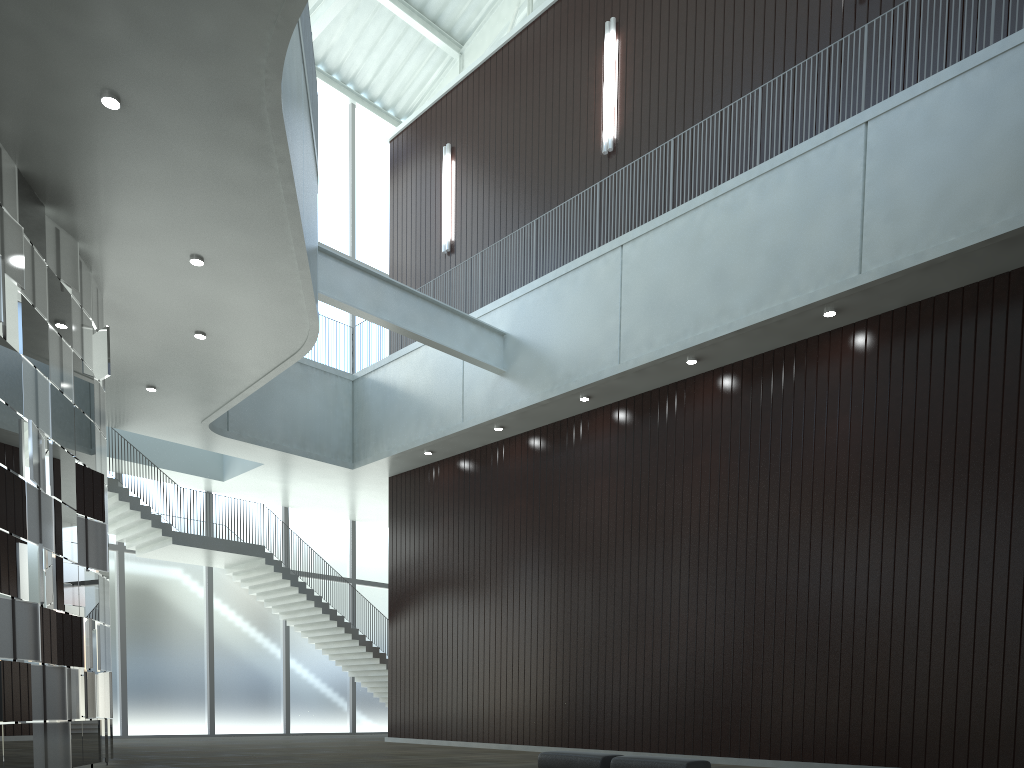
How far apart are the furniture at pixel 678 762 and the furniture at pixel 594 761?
0.8 meters

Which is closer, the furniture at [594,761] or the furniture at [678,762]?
the furniture at [678,762]

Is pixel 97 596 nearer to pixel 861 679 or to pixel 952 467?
pixel 861 679

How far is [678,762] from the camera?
30.91m

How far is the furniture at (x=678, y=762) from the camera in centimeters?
3091cm

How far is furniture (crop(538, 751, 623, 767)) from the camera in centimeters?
3372cm

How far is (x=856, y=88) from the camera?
48.4 meters

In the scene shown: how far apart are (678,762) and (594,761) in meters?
4.3 m

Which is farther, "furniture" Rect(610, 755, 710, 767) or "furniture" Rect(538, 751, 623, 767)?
"furniture" Rect(538, 751, 623, 767)

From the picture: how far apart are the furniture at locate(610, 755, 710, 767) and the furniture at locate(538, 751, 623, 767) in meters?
0.8
